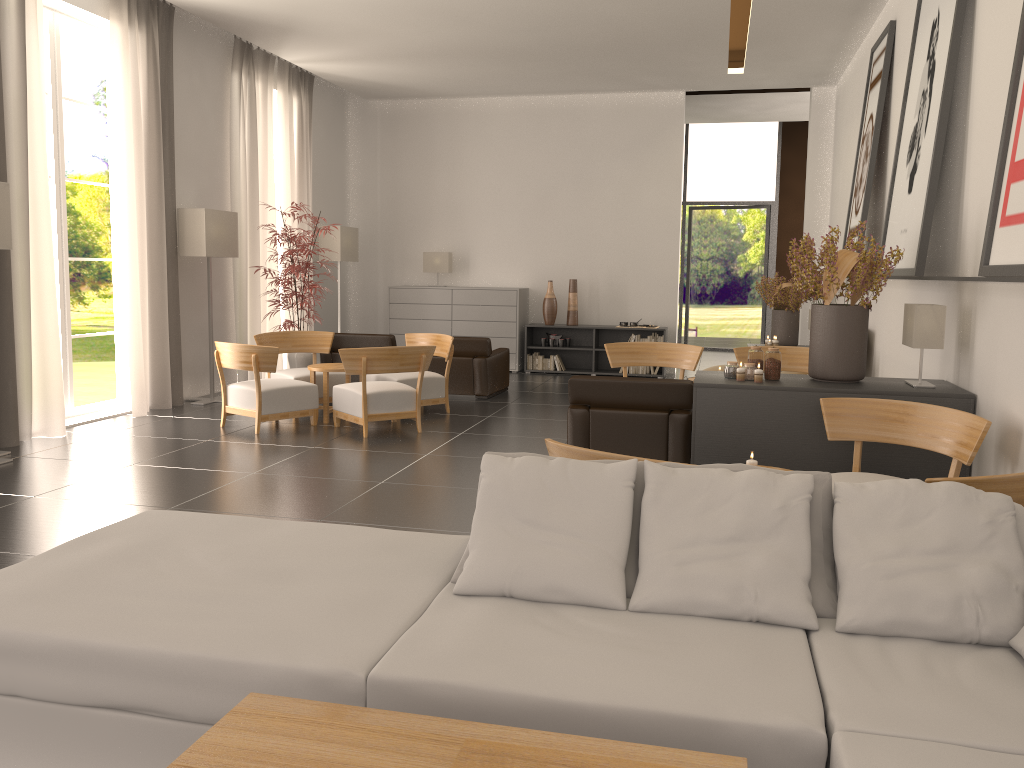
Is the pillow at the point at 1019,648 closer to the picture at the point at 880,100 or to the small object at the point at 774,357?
the small object at the point at 774,357

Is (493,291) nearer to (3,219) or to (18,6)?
(18,6)

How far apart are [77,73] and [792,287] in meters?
34.7

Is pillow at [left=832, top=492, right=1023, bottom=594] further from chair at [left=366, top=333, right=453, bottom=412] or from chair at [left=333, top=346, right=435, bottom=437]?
chair at [left=366, top=333, right=453, bottom=412]

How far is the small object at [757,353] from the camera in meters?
8.6

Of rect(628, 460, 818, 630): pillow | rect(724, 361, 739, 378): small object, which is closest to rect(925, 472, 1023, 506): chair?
rect(628, 460, 818, 630): pillow

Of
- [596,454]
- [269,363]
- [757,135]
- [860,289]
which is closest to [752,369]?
[860,289]

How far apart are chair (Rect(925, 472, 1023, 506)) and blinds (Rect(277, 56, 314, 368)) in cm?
1525

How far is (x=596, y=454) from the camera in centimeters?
511cm

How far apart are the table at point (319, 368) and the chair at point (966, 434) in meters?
7.4 m
